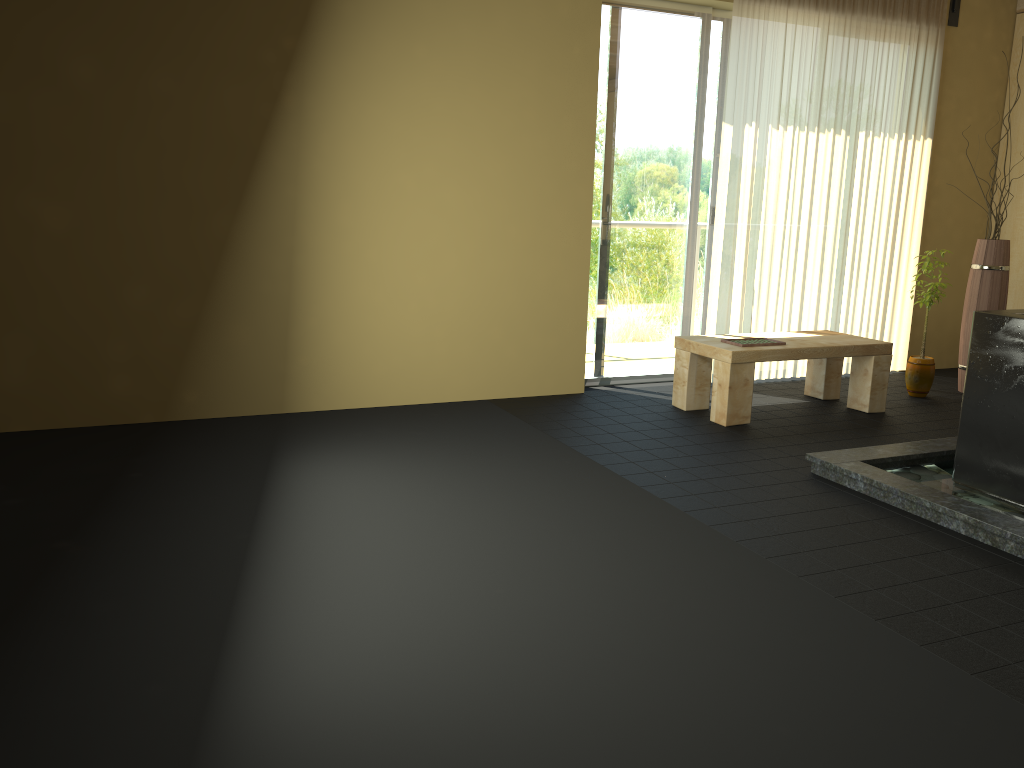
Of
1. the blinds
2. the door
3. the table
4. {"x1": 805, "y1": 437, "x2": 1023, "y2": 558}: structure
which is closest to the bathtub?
{"x1": 805, "y1": 437, "x2": 1023, "y2": 558}: structure

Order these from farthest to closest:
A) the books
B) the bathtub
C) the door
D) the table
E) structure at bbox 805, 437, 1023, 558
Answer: the door
the books
the table
the bathtub
structure at bbox 805, 437, 1023, 558

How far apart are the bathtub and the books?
1.3m

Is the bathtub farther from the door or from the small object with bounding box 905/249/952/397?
the door

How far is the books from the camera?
4.8 meters

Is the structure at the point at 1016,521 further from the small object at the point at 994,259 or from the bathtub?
the small object at the point at 994,259

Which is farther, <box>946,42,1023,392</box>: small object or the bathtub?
<box>946,42,1023,392</box>: small object

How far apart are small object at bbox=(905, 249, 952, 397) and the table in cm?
51

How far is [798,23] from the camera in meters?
5.4 m

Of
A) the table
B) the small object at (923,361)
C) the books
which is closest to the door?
the table
